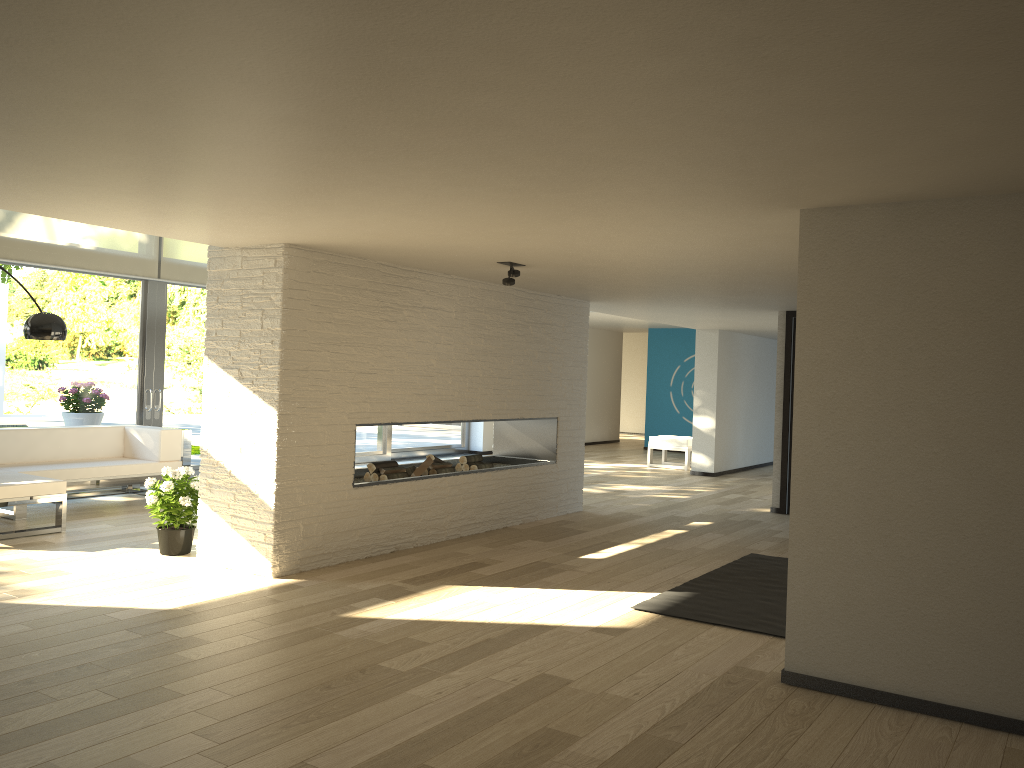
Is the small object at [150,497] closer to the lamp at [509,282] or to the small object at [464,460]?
the small object at [464,460]

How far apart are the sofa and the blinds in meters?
1.6 m

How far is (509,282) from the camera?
5.7 meters

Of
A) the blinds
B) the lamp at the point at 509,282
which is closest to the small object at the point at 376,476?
the lamp at the point at 509,282

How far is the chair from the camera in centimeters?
1249cm

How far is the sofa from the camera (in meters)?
6.25

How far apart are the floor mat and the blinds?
6.3 meters

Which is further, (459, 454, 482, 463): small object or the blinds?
the blinds

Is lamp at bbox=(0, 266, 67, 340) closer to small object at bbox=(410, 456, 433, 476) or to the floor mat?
small object at bbox=(410, 456, 433, 476)

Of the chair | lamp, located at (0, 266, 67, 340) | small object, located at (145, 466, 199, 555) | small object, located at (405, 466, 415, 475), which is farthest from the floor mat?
the chair
